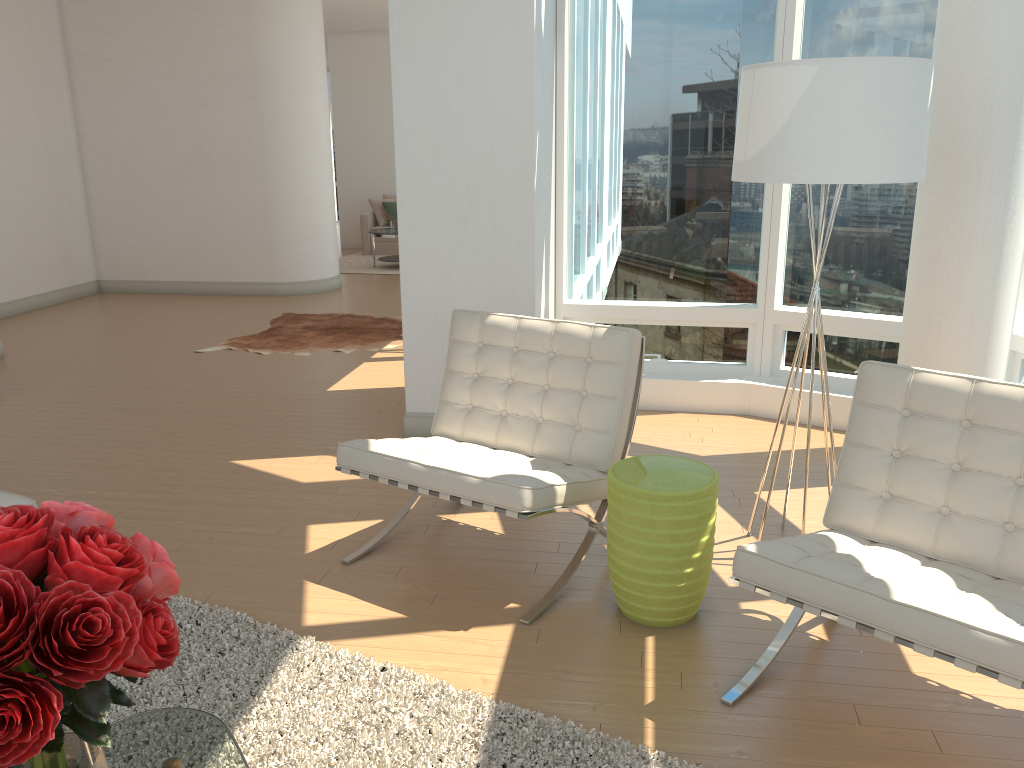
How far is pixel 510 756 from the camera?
2.4m

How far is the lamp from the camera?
2.9 meters

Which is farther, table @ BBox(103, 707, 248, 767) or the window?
the window

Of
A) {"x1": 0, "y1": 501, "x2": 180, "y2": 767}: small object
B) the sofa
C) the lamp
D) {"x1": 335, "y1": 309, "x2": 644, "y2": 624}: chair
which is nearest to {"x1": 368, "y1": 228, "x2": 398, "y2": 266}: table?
the sofa

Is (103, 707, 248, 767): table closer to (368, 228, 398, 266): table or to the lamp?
the lamp

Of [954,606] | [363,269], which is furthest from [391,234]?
[954,606]

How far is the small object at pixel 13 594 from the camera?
1.2m

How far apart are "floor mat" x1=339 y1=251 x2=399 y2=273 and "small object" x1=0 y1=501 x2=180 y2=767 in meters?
10.8

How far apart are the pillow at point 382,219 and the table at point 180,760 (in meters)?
12.42

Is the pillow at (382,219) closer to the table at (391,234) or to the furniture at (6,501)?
the table at (391,234)
